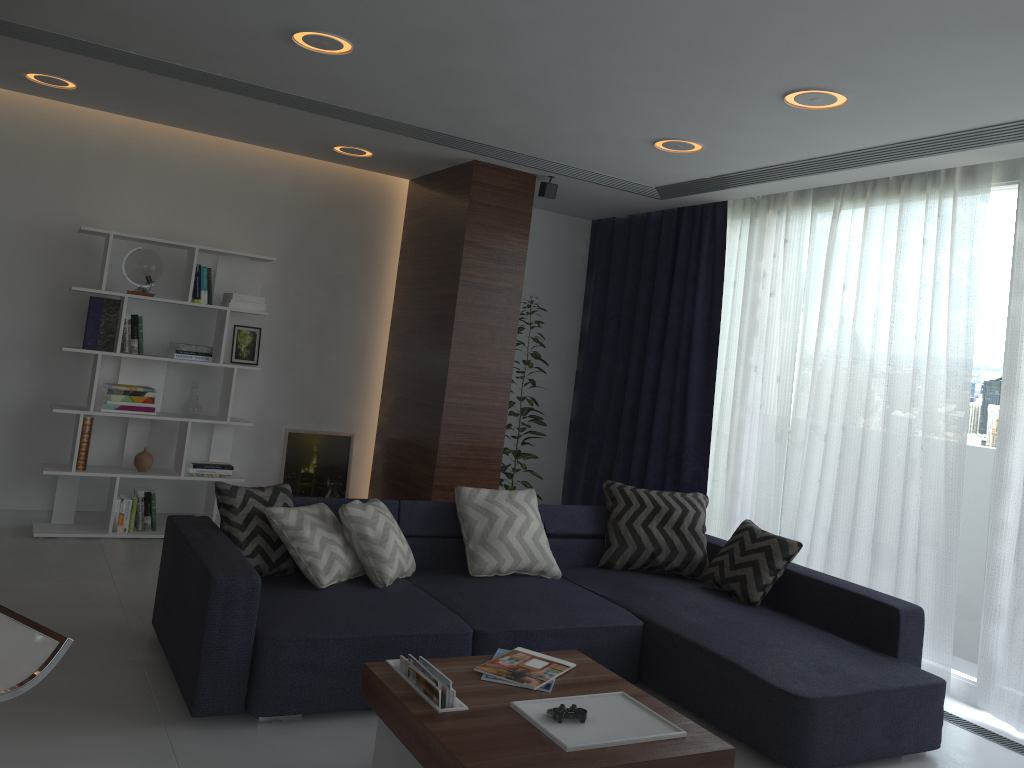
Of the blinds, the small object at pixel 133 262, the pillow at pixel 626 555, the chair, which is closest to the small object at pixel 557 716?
the chair

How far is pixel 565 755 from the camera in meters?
2.3

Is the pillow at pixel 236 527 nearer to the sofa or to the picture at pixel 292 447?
the sofa

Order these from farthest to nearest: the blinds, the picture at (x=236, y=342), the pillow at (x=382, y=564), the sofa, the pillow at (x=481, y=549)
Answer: the picture at (x=236, y=342)
the blinds
the pillow at (x=481, y=549)
the pillow at (x=382, y=564)
the sofa

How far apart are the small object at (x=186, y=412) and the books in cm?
326

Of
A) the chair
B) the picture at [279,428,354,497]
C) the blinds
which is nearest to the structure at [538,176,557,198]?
the blinds

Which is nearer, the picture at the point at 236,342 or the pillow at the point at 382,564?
the pillow at the point at 382,564

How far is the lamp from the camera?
3.50m

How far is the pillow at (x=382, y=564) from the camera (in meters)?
3.81

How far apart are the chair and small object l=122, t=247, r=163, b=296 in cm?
385
